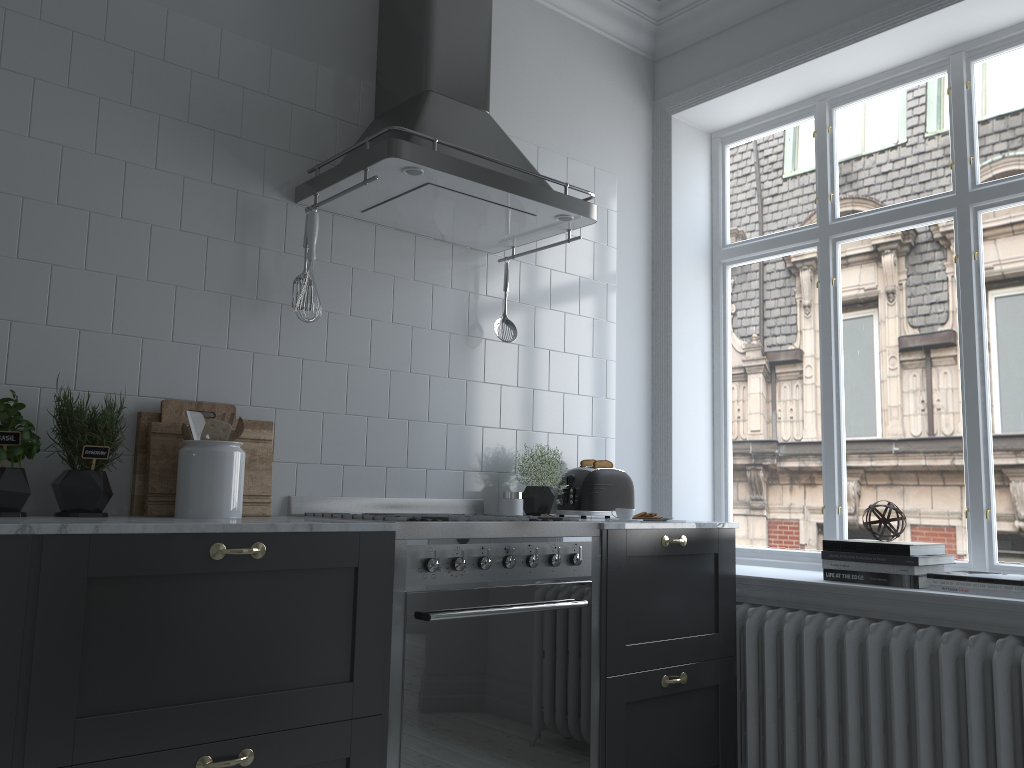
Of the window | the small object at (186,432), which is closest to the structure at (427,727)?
the small object at (186,432)

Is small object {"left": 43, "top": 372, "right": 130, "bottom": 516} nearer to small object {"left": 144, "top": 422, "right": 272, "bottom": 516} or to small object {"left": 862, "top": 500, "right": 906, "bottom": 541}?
small object {"left": 144, "top": 422, "right": 272, "bottom": 516}

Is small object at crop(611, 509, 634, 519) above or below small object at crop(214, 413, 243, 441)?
below

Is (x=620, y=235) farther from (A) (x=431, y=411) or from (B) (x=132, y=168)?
(B) (x=132, y=168)

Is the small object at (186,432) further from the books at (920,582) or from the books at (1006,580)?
the books at (1006,580)

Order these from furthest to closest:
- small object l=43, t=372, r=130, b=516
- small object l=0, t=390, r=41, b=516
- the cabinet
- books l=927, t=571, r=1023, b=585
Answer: books l=927, t=571, r=1023, b=585
small object l=43, t=372, r=130, b=516
small object l=0, t=390, r=41, b=516
the cabinet

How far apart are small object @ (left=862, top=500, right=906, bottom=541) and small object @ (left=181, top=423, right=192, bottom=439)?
2.33m

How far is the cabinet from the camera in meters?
1.8

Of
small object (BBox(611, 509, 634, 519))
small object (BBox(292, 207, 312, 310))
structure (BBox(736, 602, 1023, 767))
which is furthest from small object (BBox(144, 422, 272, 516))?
structure (BBox(736, 602, 1023, 767))

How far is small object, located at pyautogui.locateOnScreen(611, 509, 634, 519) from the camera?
3.1 meters
